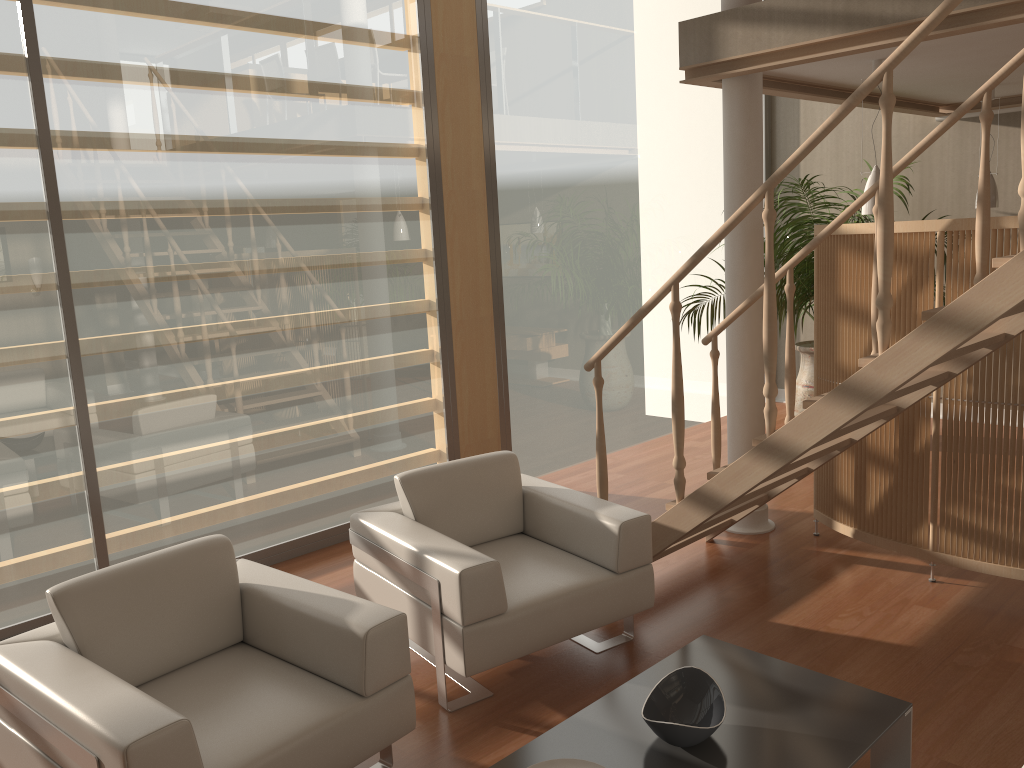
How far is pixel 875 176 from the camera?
4.7 meters

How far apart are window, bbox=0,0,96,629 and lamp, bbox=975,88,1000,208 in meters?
5.7

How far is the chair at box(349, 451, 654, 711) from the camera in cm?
307

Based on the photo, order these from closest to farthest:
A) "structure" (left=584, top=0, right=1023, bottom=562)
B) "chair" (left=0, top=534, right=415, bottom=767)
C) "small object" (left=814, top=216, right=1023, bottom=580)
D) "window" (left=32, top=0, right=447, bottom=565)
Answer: "chair" (left=0, top=534, right=415, bottom=767) < "structure" (left=584, top=0, right=1023, bottom=562) < "small object" (left=814, top=216, right=1023, bottom=580) < "window" (left=32, top=0, right=447, bottom=565)

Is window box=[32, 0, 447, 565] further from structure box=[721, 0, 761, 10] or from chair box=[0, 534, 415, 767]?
structure box=[721, 0, 761, 10]

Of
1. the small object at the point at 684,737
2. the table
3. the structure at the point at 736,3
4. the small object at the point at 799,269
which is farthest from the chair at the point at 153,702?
the small object at the point at 799,269

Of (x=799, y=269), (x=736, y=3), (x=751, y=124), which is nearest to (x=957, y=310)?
(x=751, y=124)

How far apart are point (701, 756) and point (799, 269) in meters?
4.8 m

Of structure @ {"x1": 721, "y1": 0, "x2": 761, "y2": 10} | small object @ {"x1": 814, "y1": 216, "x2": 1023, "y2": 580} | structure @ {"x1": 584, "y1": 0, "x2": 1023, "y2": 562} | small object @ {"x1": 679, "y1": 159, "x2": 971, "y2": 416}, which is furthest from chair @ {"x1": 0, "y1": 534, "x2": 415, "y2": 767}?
small object @ {"x1": 679, "y1": 159, "x2": 971, "y2": 416}

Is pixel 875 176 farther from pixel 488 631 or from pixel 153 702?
pixel 153 702
